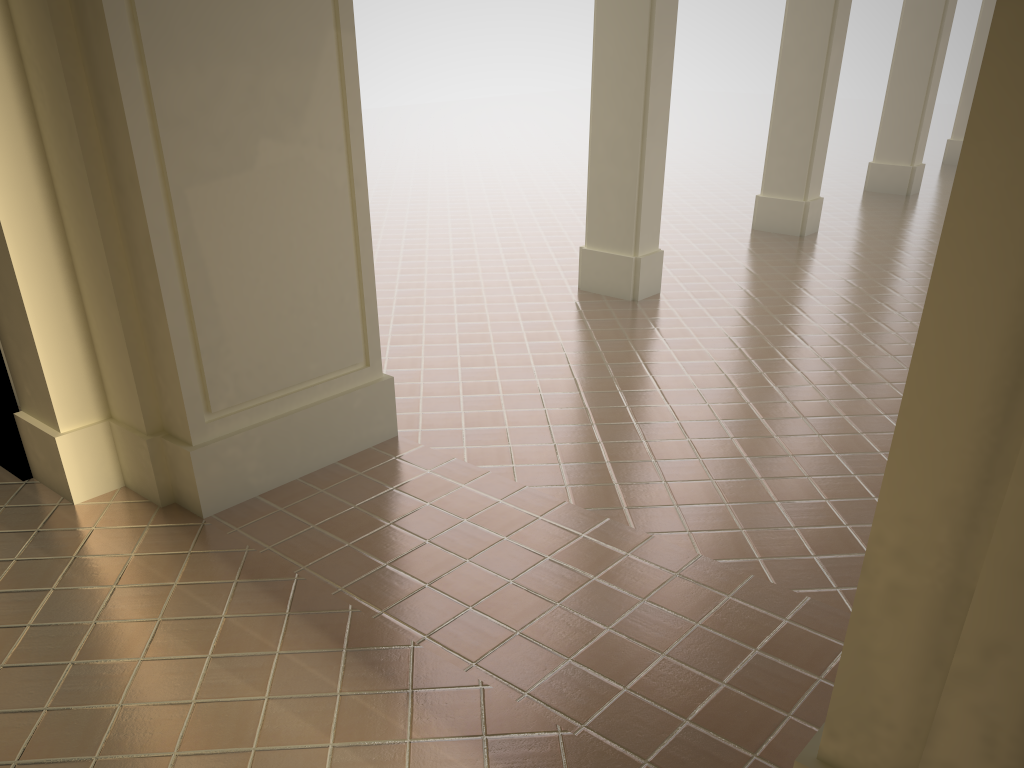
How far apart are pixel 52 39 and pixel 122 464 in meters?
2.3 m
